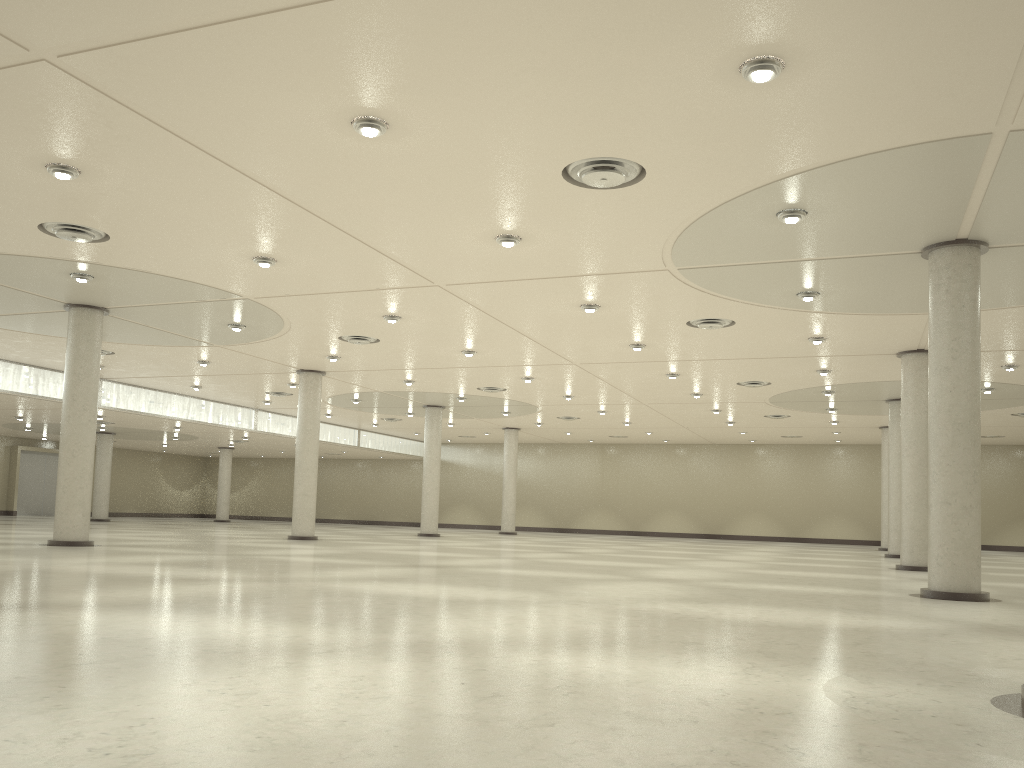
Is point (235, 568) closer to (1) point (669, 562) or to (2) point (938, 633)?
(2) point (938, 633)

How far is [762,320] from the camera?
45.5 meters
